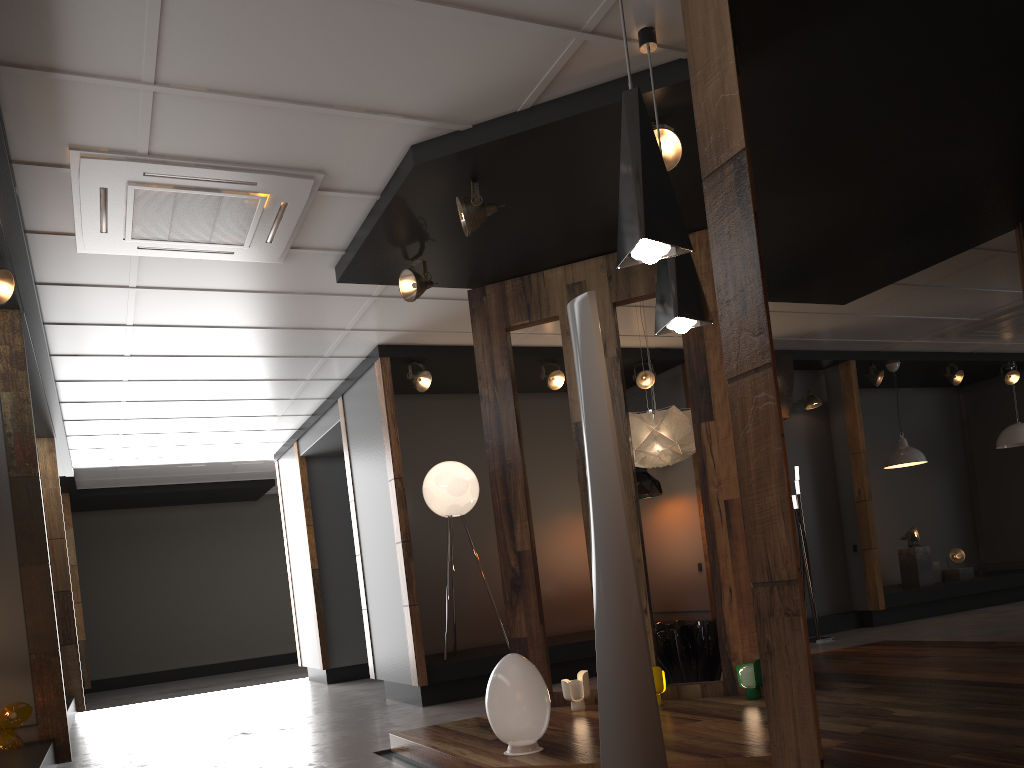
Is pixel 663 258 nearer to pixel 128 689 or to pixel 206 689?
pixel 206 689

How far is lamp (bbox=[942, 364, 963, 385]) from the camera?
10.28m

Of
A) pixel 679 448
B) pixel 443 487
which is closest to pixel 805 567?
pixel 679 448

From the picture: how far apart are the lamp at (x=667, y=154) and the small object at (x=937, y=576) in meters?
8.2

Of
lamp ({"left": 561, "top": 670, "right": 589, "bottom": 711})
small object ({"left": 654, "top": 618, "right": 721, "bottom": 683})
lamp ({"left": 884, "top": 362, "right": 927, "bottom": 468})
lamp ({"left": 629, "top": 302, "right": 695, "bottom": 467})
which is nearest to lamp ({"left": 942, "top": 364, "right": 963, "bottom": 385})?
lamp ({"left": 884, "top": 362, "right": 927, "bottom": 468})

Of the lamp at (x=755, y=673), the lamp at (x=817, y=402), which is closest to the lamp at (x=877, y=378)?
the lamp at (x=817, y=402)

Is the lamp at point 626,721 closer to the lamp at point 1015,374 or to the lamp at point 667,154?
the lamp at point 667,154

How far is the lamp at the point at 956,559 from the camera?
10.35m

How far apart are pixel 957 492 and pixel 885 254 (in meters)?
6.77

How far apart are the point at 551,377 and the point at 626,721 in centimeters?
518cm
